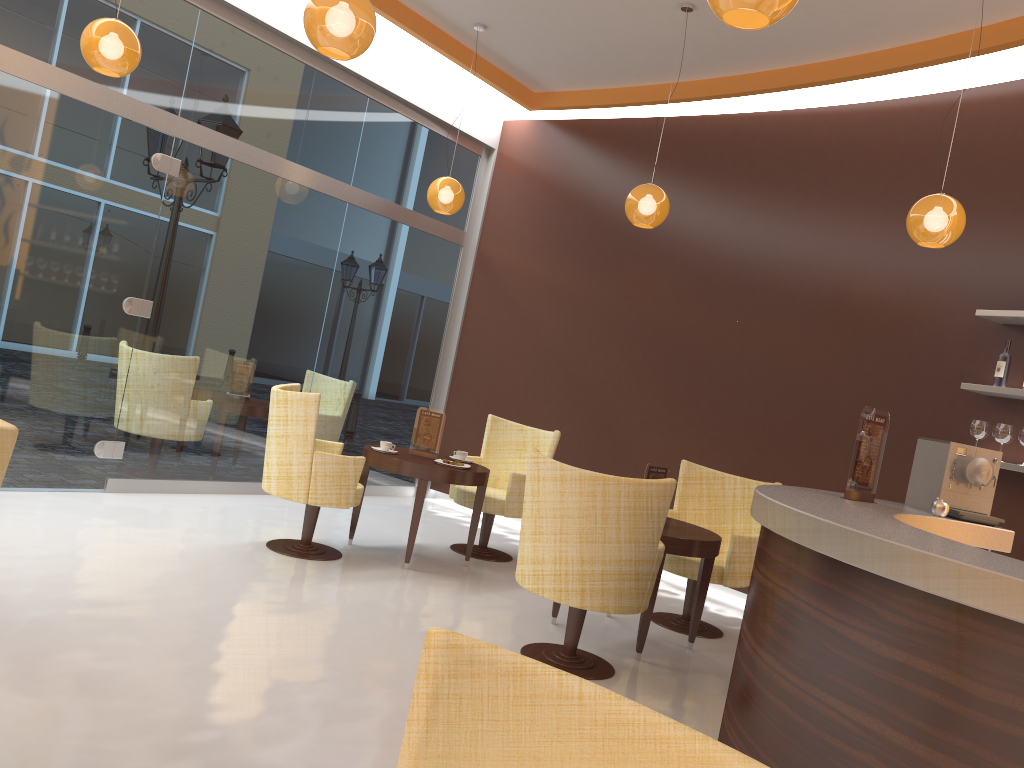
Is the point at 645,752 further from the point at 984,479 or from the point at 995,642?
the point at 984,479

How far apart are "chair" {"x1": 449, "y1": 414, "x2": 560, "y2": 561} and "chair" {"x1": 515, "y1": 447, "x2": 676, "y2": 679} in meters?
1.8

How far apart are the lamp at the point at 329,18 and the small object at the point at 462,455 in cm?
314

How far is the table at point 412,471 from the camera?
5.64m

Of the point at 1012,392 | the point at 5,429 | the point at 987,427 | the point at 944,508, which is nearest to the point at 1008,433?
the point at 987,427

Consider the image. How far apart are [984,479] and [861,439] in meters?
0.7

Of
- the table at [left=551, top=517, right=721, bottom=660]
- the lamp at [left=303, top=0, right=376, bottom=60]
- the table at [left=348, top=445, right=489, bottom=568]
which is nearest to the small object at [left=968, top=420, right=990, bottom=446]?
the table at [left=551, top=517, right=721, bottom=660]

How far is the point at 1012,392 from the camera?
5.0m

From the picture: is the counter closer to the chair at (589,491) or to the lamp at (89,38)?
the chair at (589,491)

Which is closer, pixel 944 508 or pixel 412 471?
pixel 944 508
